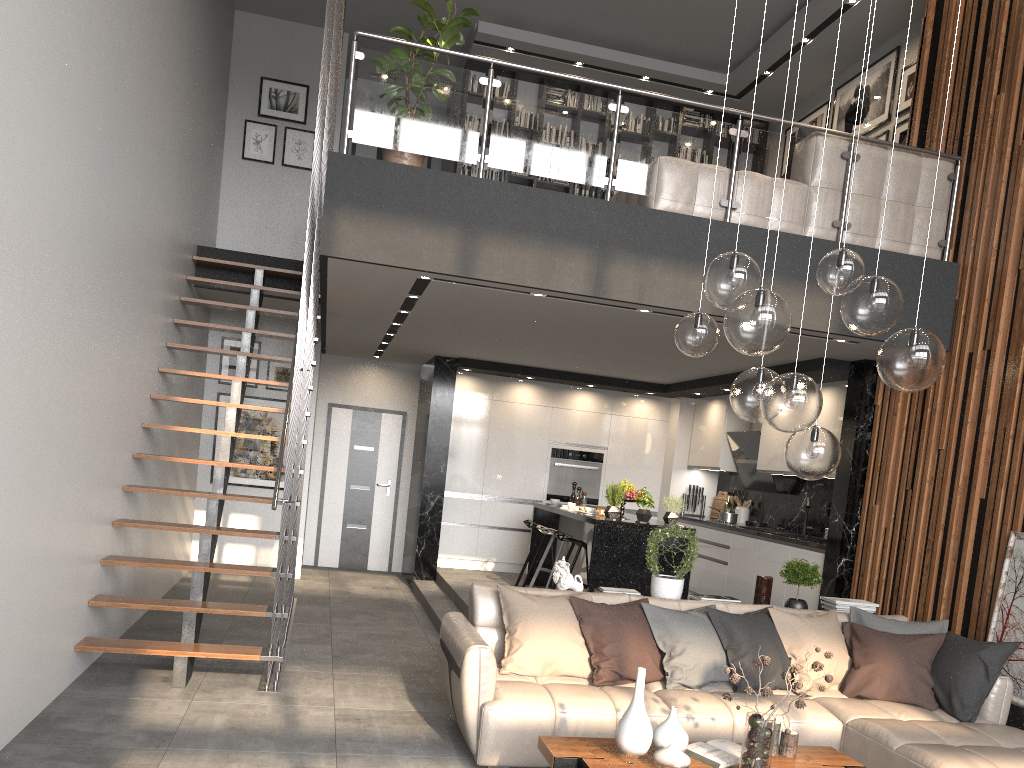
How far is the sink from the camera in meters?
8.3 m

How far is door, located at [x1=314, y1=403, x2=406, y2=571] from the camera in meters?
10.9 m

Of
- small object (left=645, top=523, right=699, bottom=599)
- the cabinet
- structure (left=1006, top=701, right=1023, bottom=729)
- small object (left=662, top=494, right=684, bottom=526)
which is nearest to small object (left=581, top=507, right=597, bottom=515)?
the cabinet

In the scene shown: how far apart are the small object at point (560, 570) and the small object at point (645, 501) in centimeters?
211cm

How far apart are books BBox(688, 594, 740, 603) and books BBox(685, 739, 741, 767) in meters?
1.9

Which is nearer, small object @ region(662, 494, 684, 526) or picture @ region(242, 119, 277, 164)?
small object @ region(662, 494, 684, 526)

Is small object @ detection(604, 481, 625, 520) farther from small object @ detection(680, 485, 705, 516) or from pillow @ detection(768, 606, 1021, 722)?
small object @ detection(680, 485, 705, 516)

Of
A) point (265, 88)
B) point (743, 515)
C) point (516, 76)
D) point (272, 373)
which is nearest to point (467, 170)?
point (516, 76)

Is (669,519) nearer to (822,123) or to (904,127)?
(904,127)

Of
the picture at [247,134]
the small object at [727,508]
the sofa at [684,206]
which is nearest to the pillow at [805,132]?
the sofa at [684,206]
